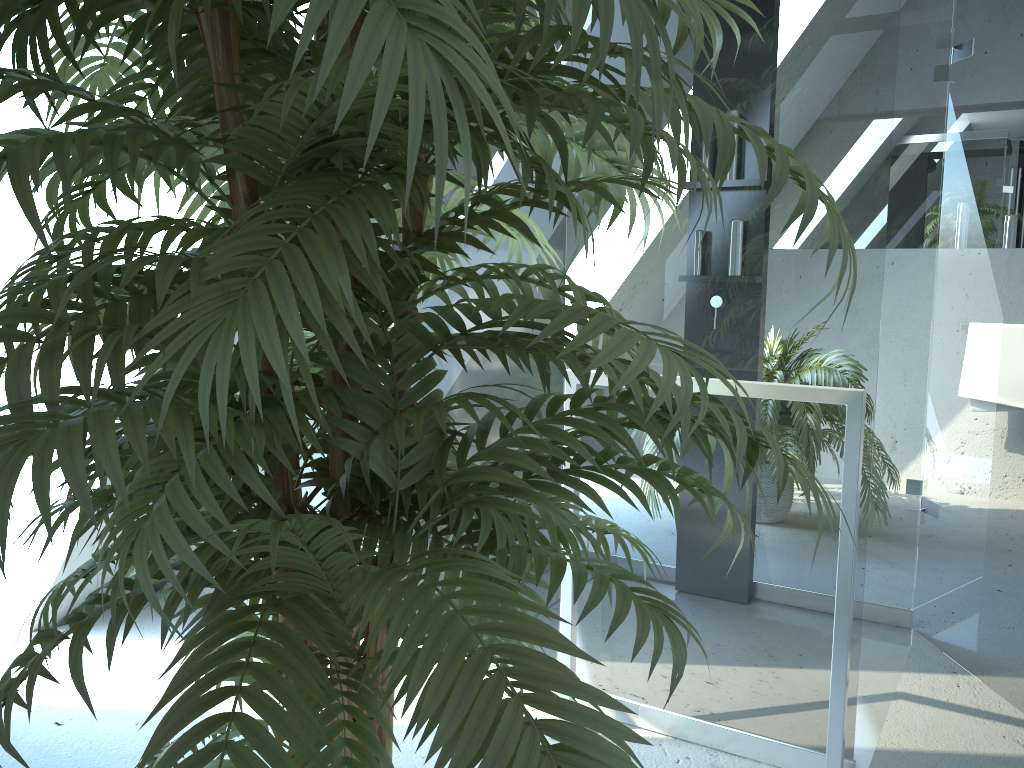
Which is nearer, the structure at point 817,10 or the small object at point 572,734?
the small object at point 572,734

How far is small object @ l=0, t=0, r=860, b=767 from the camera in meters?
0.6

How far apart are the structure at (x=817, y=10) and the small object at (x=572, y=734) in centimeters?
66cm

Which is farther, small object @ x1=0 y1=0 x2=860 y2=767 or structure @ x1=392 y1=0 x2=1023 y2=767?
structure @ x1=392 y1=0 x2=1023 y2=767

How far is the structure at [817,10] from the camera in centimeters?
176cm

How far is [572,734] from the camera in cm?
60

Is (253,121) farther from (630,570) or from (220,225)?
(630,570)

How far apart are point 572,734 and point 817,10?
1.6 meters

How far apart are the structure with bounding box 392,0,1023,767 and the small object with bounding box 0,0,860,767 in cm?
66
